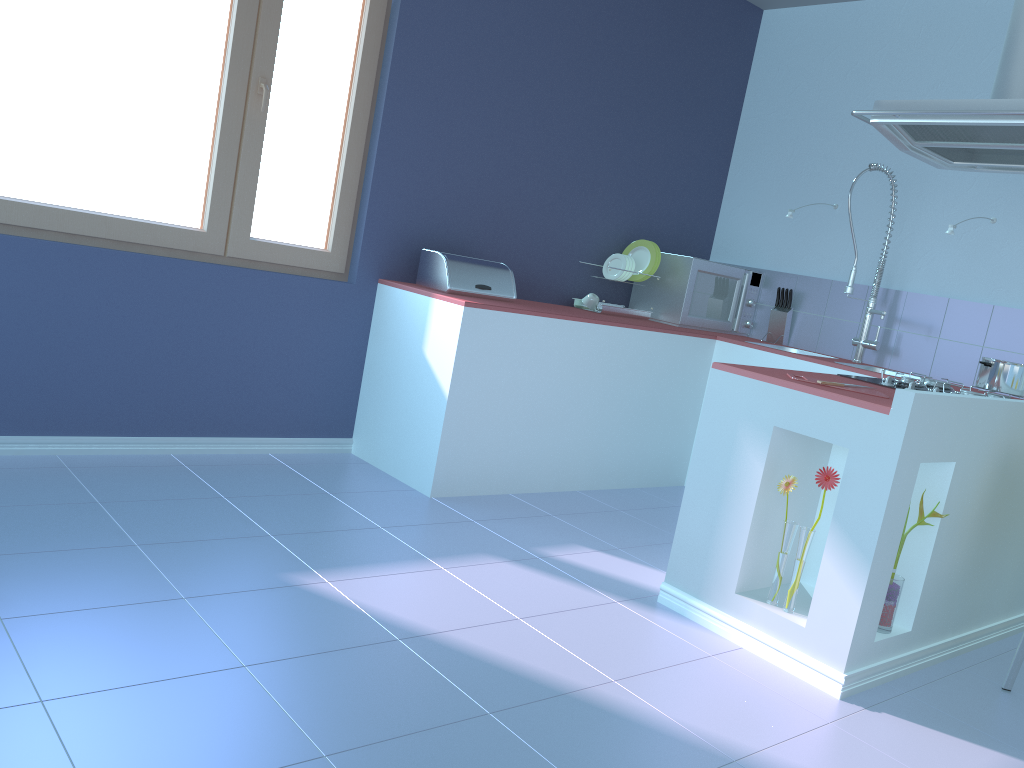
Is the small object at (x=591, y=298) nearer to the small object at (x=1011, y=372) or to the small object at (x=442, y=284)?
the small object at (x=442, y=284)

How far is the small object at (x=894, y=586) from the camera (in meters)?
2.39

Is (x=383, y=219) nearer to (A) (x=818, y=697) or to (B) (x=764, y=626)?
(B) (x=764, y=626)

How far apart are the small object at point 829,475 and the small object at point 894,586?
0.2m

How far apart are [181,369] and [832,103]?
3.40m

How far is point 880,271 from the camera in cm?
413

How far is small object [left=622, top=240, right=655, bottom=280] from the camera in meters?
4.4

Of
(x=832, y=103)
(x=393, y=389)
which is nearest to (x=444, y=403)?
(x=393, y=389)

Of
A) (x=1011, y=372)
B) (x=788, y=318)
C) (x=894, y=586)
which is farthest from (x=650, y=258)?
(x=894, y=586)

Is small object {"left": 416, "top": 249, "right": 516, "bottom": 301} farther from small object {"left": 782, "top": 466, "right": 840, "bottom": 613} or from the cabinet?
small object {"left": 782, "top": 466, "right": 840, "bottom": 613}
